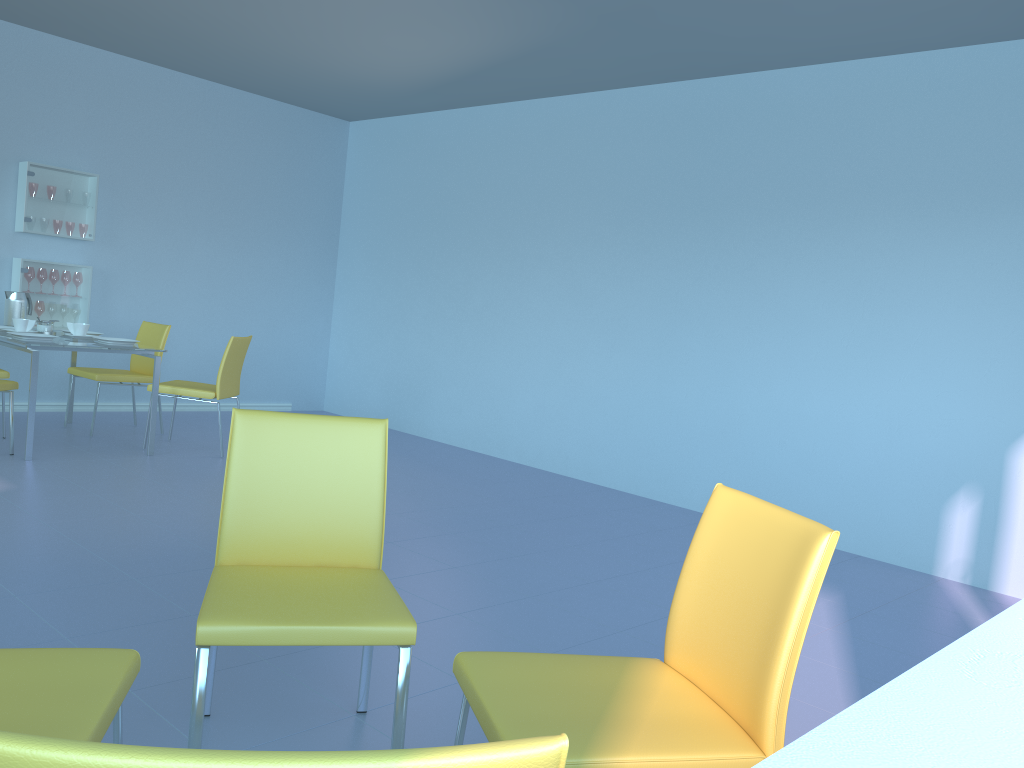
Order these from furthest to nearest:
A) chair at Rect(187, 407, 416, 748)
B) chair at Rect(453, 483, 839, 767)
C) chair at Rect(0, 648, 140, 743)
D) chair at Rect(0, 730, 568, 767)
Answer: chair at Rect(187, 407, 416, 748) → chair at Rect(453, 483, 839, 767) → chair at Rect(0, 648, 140, 743) → chair at Rect(0, 730, 568, 767)

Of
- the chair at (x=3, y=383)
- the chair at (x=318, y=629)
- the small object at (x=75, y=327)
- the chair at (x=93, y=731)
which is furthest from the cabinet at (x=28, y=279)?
the chair at (x=93, y=731)

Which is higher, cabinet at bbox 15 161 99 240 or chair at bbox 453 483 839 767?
cabinet at bbox 15 161 99 240

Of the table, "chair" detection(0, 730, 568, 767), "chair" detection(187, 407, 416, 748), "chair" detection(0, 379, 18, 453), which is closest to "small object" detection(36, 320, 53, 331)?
the table

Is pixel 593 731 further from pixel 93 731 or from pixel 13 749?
pixel 13 749

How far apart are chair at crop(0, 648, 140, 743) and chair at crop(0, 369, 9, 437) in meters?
4.2 m

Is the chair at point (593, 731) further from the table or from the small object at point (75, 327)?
the small object at point (75, 327)

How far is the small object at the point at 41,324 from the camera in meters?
5.1 m

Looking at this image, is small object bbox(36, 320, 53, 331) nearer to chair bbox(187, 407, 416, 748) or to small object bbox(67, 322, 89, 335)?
small object bbox(67, 322, 89, 335)

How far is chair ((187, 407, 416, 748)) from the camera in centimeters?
158cm
